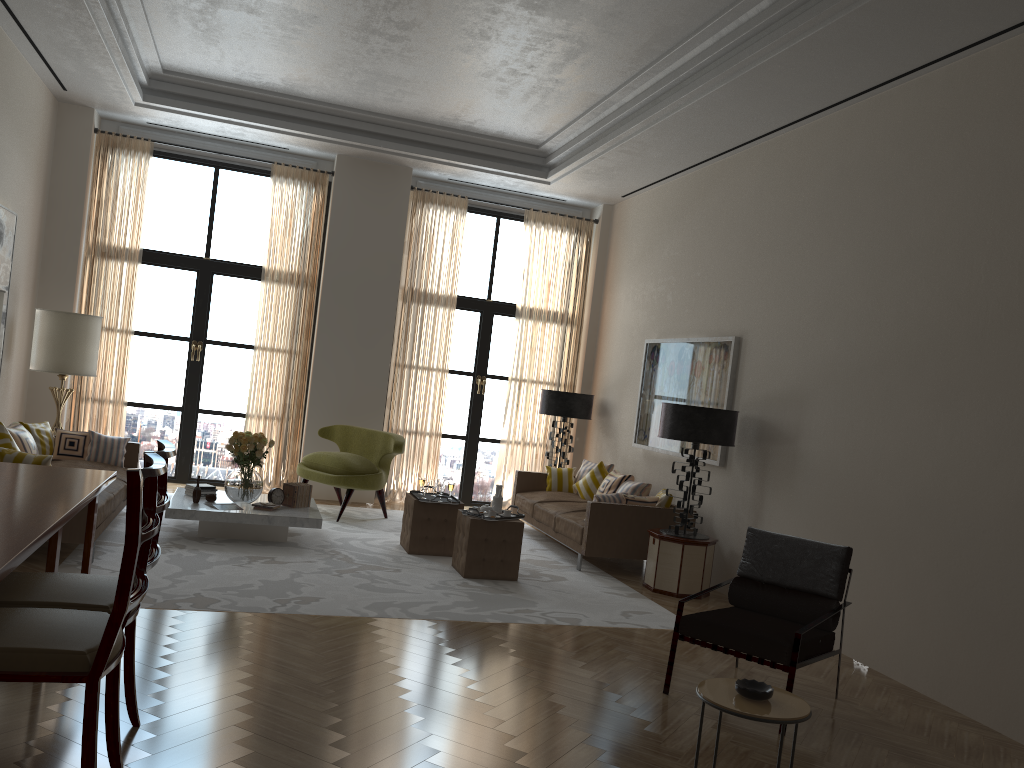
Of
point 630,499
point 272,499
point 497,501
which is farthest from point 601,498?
point 272,499

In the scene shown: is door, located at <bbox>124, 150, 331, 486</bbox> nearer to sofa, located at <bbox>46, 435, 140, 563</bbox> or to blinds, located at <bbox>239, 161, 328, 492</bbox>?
blinds, located at <bbox>239, 161, 328, 492</bbox>

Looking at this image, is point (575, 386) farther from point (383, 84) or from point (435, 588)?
point (435, 588)

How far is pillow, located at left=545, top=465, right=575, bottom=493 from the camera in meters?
12.6

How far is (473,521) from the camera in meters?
8.9

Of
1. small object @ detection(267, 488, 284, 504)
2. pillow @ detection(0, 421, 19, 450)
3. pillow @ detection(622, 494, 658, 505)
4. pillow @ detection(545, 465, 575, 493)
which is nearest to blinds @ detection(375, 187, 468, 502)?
pillow @ detection(545, 465, 575, 493)

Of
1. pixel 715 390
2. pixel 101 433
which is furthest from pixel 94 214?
pixel 715 390

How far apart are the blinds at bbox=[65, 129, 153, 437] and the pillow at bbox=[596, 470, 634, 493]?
6.7m

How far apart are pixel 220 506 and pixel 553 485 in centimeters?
486cm

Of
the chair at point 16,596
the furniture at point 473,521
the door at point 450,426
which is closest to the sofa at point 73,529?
the furniture at point 473,521
